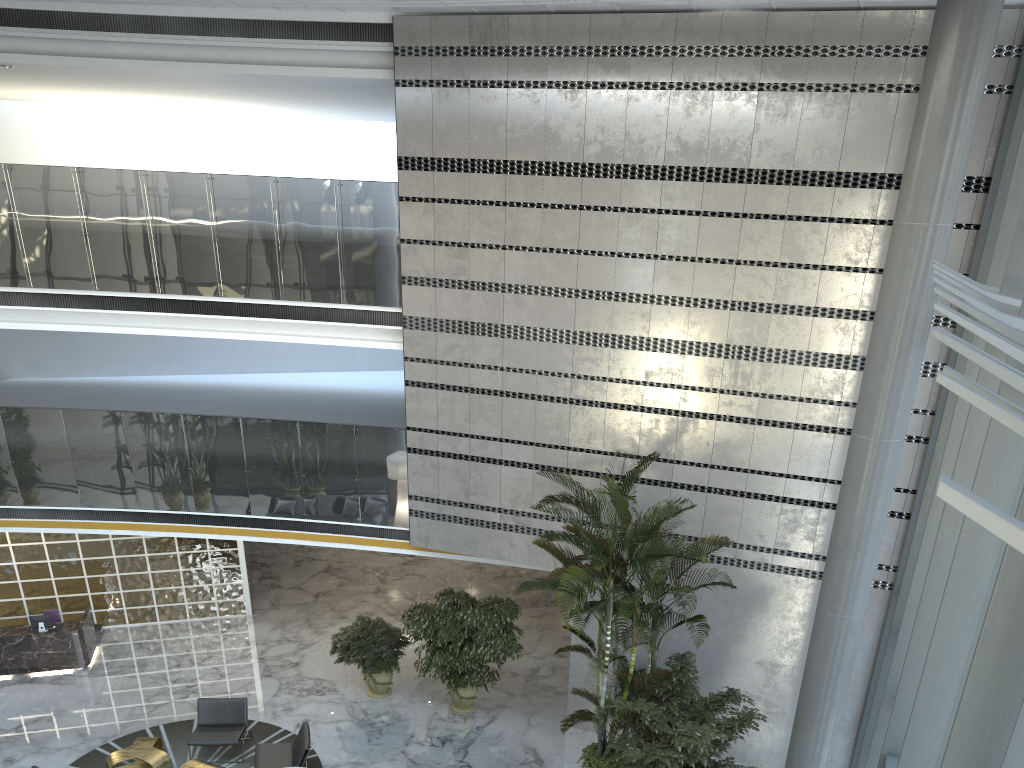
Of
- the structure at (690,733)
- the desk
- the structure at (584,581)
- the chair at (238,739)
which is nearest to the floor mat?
the chair at (238,739)

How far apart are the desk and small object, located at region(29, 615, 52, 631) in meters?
0.2 m

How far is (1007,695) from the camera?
2.9 meters

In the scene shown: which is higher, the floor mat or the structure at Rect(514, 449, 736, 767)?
the structure at Rect(514, 449, 736, 767)

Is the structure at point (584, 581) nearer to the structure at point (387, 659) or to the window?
the window

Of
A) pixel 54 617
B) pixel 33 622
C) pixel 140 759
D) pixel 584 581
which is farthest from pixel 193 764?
pixel 584 581

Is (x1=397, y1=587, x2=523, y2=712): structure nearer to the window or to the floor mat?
the floor mat

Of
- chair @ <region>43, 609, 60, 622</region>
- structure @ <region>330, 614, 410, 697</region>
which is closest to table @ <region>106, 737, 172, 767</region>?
structure @ <region>330, 614, 410, 697</region>

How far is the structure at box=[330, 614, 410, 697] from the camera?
11.9 meters

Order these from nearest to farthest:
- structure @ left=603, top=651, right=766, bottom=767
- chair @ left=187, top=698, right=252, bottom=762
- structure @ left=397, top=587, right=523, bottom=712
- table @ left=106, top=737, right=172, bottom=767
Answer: structure @ left=603, top=651, right=766, bottom=767
table @ left=106, top=737, right=172, bottom=767
chair @ left=187, top=698, right=252, bottom=762
structure @ left=397, top=587, right=523, bottom=712
